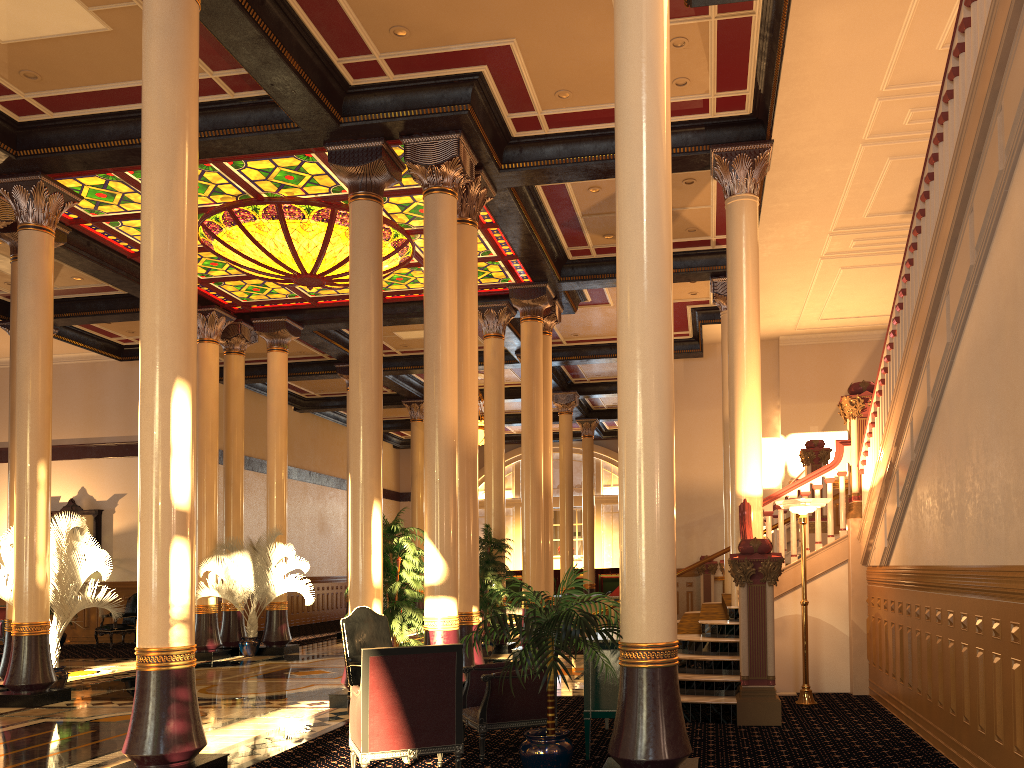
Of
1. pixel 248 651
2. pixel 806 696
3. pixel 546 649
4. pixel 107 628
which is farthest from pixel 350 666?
pixel 107 628

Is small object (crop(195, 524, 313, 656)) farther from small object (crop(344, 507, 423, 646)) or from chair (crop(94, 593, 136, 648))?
small object (crop(344, 507, 423, 646))

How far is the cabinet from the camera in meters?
6.0 m

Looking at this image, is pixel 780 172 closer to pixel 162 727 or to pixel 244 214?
pixel 244 214

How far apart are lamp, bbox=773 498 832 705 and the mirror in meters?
15.9

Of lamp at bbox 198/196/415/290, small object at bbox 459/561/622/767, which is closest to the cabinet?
small object at bbox 459/561/622/767

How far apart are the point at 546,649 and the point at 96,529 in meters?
17.0 m

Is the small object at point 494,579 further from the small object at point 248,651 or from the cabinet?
the cabinet

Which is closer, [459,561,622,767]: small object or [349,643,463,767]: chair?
[459,561,622,767]: small object

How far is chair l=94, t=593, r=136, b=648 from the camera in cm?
1747
